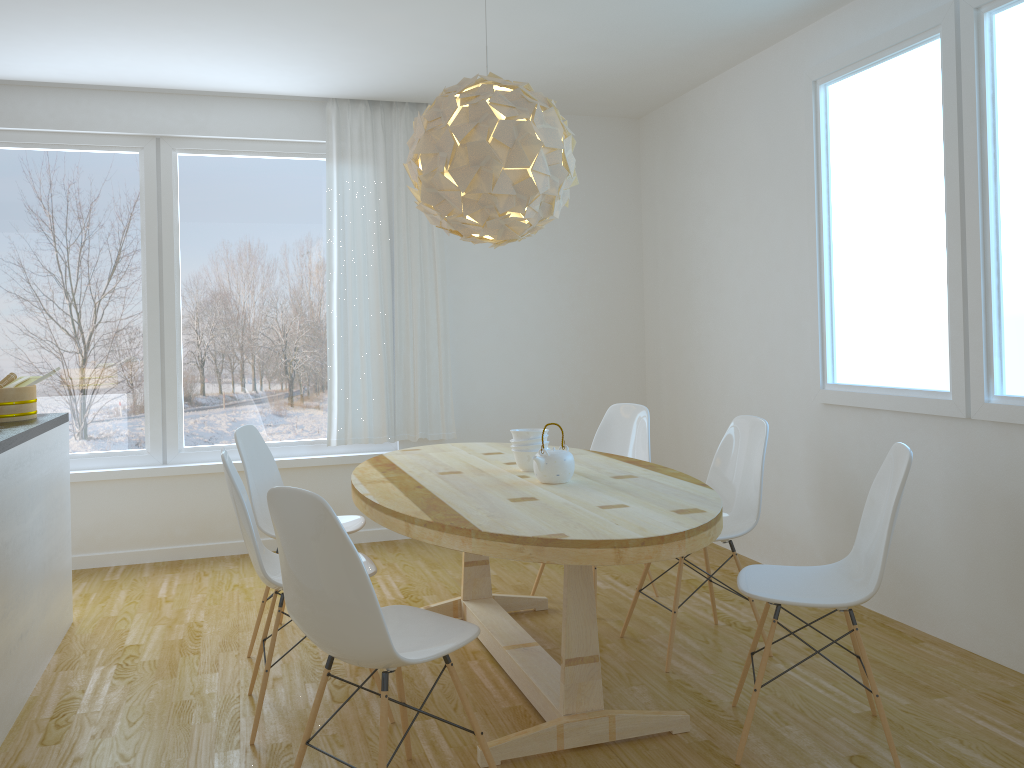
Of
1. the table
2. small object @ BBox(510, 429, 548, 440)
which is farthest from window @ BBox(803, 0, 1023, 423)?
small object @ BBox(510, 429, 548, 440)

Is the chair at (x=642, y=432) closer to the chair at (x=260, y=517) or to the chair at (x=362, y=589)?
the chair at (x=260, y=517)

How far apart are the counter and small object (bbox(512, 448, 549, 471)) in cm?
177

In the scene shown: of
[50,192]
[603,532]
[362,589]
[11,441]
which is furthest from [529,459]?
[50,192]

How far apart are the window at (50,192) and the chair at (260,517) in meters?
1.5

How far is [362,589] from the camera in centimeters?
209cm

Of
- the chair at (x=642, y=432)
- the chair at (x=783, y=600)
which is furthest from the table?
the chair at (x=642, y=432)

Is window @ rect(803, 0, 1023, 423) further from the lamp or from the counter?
the counter

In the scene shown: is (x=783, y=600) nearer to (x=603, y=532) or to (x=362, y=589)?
(x=603, y=532)

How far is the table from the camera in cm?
236
